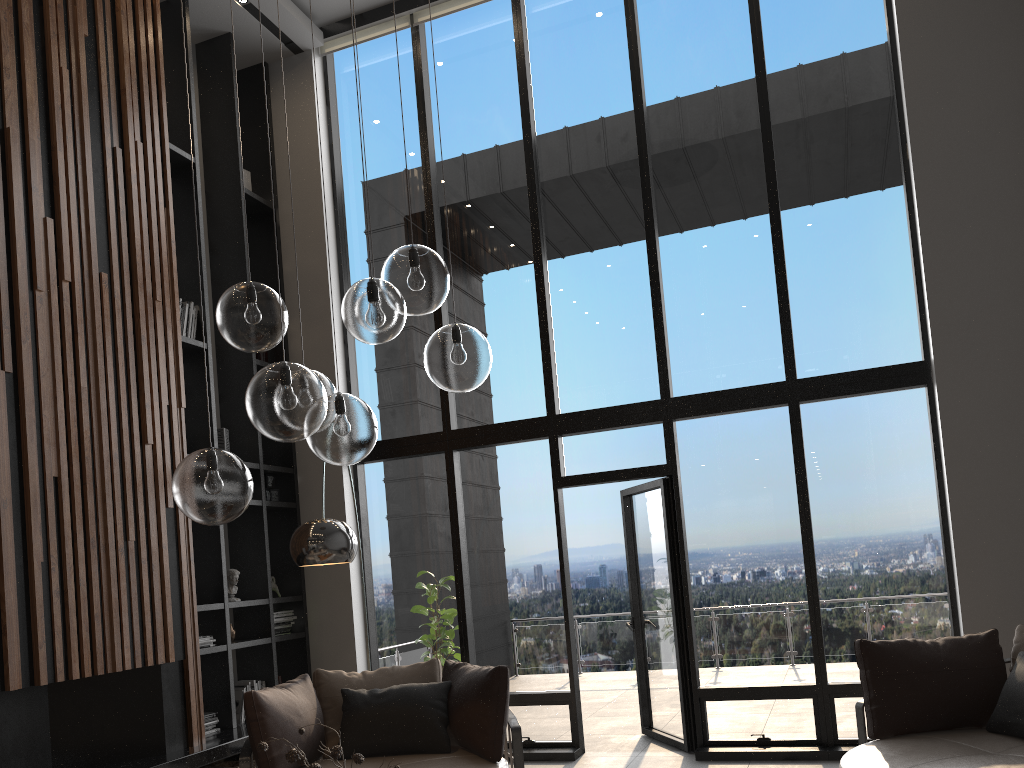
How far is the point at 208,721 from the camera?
5.7m

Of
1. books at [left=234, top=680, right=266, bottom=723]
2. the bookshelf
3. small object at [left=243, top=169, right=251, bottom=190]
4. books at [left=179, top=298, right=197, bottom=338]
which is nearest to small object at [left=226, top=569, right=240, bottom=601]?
the bookshelf

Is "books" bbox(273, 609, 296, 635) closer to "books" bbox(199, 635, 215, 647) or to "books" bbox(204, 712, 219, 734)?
"books" bbox(199, 635, 215, 647)

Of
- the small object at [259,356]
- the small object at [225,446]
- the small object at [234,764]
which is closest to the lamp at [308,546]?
the small object at [234,764]

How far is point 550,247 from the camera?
6.9m

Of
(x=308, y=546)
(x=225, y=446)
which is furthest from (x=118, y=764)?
(x=225, y=446)

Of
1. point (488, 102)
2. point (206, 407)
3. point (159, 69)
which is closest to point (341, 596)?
point (206, 407)

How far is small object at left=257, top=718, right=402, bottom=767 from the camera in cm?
276

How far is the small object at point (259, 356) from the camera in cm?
711

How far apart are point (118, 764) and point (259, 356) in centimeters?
322cm
